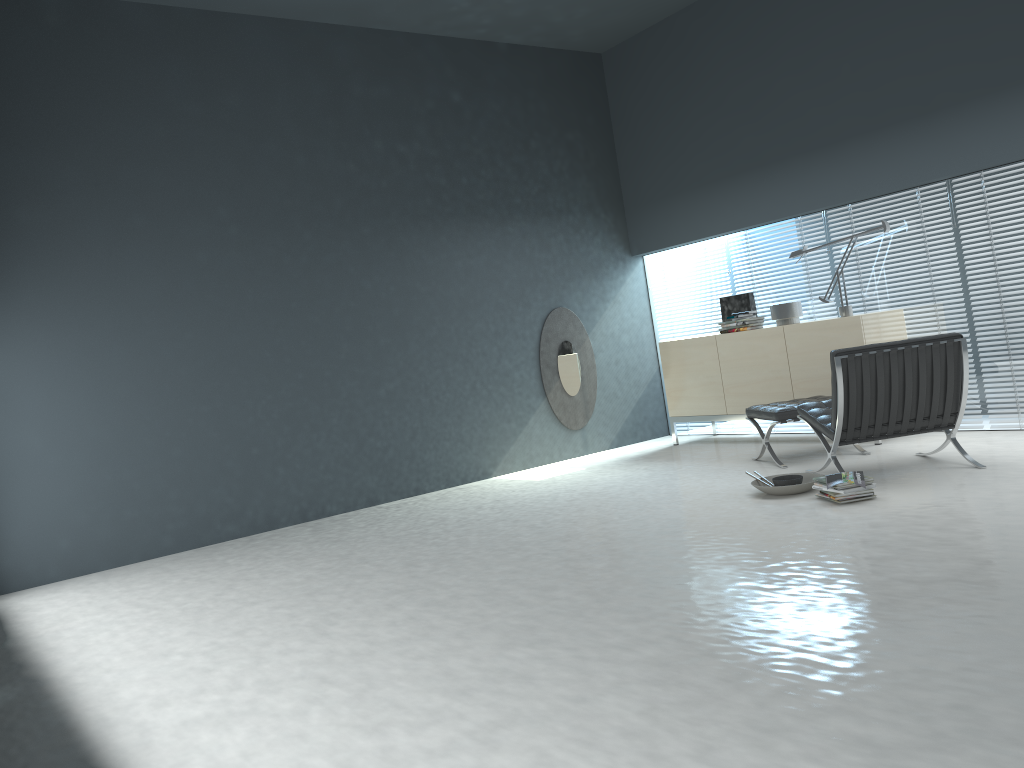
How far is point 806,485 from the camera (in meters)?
4.73

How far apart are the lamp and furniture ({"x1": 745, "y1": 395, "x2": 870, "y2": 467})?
0.9 meters

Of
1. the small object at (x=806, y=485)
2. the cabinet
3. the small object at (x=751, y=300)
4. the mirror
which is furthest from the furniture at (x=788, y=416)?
the mirror

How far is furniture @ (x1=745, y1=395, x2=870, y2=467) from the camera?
5.7 meters

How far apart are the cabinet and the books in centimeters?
190cm

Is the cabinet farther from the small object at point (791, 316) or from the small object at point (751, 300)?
the small object at point (751, 300)

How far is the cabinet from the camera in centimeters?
621cm

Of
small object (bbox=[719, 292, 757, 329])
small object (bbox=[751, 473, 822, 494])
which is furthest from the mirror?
small object (bbox=[751, 473, 822, 494])

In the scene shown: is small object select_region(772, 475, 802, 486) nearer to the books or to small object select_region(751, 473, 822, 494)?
small object select_region(751, 473, 822, 494)

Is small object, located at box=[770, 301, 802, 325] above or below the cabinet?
above
